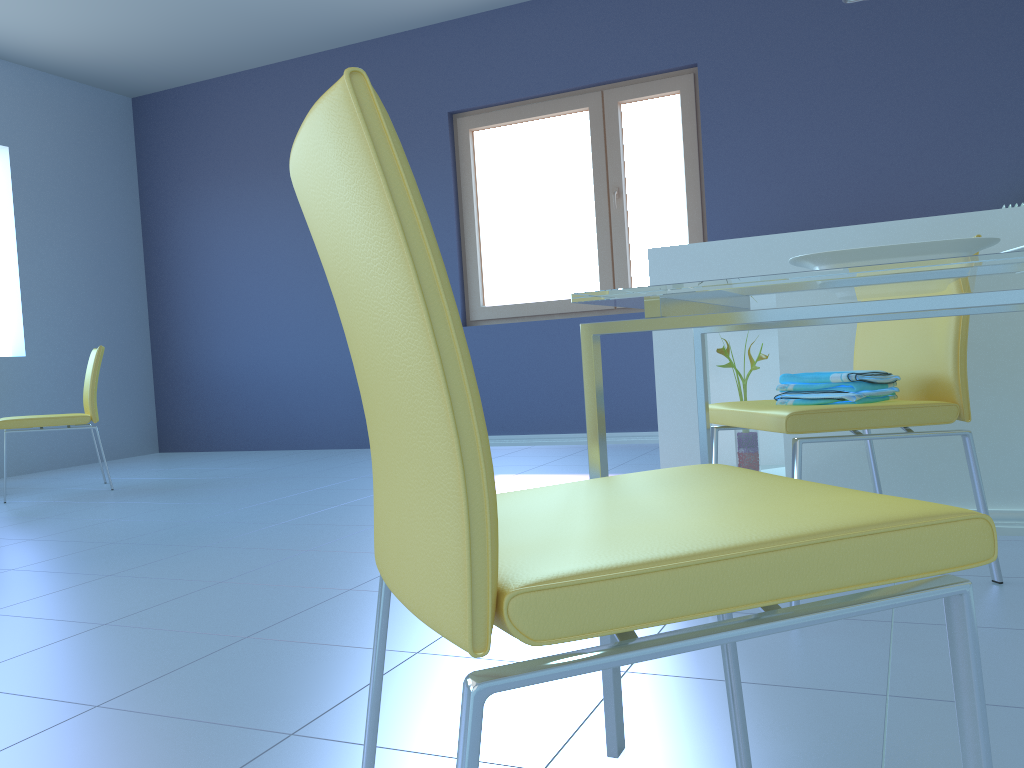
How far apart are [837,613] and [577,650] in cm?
19

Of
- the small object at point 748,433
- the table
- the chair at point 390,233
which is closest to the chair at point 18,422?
the small object at point 748,433

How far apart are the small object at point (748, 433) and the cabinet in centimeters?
5cm

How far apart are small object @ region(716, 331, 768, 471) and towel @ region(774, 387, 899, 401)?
0.54m

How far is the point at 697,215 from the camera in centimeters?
469cm

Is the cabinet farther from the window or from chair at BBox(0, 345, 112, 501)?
chair at BBox(0, 345, 112, 501)

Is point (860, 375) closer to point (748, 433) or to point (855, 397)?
point (855, 397)

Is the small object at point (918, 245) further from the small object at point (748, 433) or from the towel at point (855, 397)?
the small object at point (748, 433)

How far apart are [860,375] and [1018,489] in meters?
0.7

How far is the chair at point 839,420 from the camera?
1.68m
